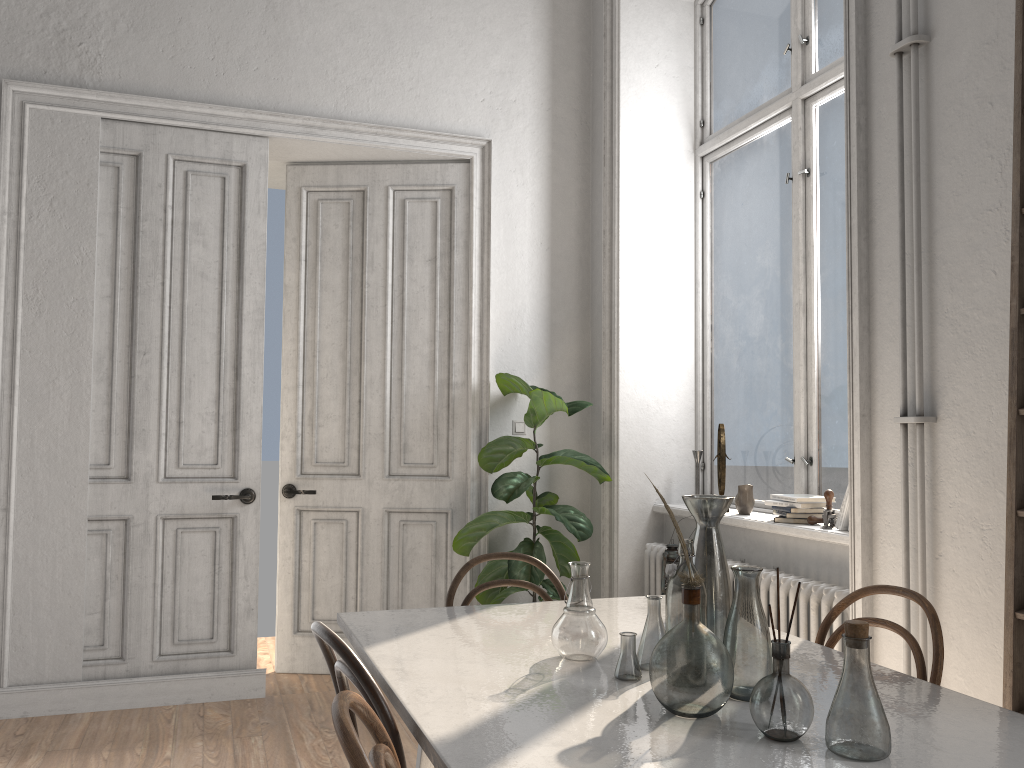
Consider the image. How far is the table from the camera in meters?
1.4 m

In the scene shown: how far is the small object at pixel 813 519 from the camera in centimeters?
360cm

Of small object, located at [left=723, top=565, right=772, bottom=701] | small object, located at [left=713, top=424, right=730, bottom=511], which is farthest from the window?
small object, located at [left=723, top=565, right=772, bottom=701]

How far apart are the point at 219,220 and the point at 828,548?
3.3m

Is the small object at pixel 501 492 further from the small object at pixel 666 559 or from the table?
the table

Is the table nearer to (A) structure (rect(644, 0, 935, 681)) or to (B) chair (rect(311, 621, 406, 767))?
(B) chair (rect(311, 621, 406, 767))

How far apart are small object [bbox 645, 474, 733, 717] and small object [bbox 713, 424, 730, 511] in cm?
255

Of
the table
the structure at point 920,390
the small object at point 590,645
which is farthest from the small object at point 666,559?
the small object at point 590,645

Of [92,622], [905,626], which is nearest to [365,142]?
[92,622]

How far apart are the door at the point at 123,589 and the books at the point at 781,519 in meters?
2.5
